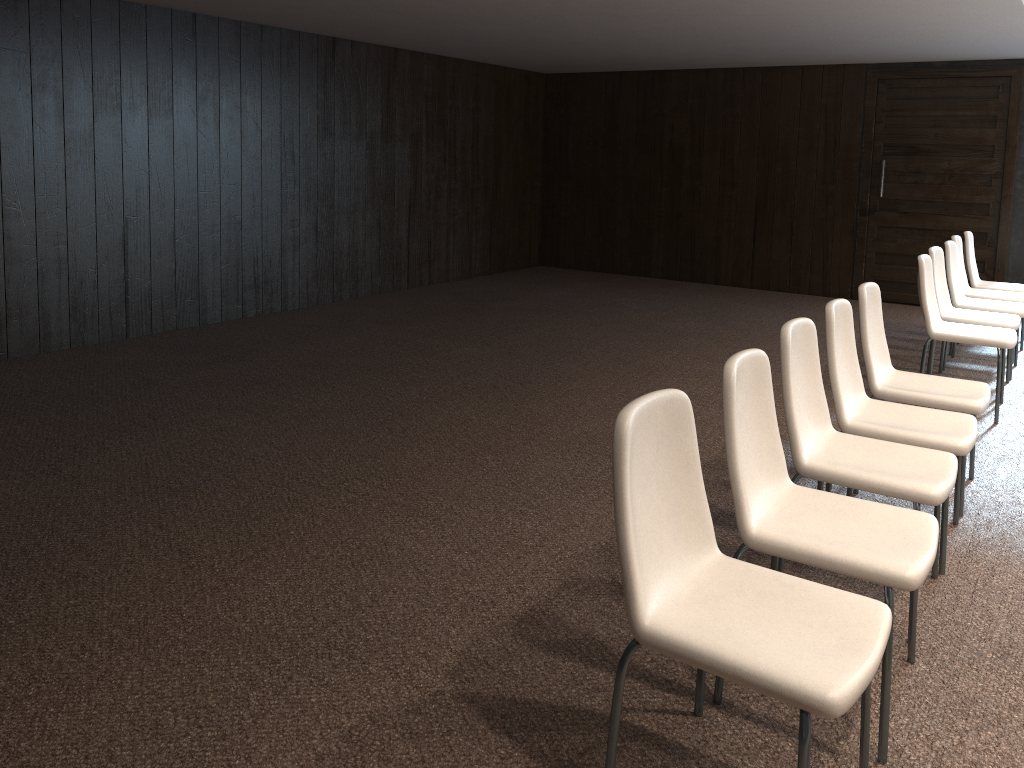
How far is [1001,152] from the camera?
8.3m

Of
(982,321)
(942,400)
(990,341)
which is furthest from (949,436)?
(982,321)

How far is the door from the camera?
8.3 meters

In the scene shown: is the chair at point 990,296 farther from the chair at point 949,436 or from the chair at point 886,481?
the chair at point 886,481

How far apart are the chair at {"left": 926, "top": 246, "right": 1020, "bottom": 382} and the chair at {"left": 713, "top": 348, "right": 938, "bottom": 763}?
3.5 meters

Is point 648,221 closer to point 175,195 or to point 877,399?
point 877,399

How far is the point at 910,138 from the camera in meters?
8.7 m

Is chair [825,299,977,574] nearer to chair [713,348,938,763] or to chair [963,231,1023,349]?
chair [713,348,938,763]

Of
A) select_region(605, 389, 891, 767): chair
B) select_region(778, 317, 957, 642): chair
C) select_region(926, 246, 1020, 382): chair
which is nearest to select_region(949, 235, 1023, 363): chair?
select_region(926, 246, 1020, 382): chair

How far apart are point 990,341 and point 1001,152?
4.2m
